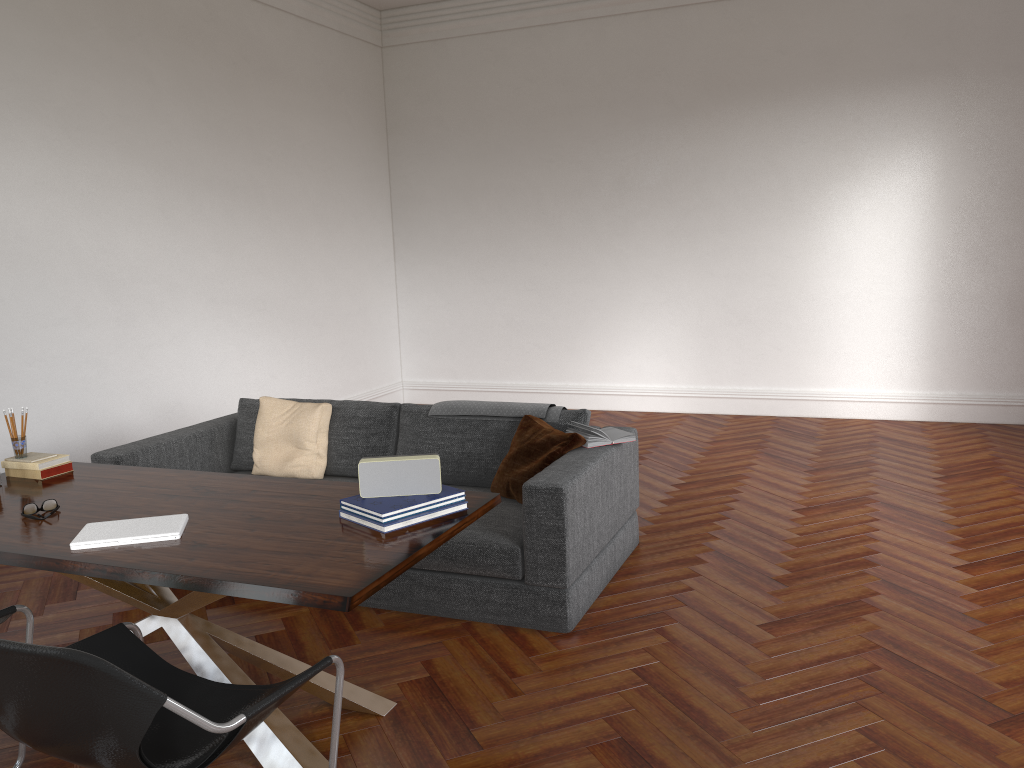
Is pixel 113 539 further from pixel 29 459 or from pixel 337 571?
pixel 29 459

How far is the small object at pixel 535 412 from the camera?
4.64m

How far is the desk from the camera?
2.5m

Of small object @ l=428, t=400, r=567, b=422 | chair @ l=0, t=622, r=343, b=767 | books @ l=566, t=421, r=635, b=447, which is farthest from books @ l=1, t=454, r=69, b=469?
books @ l=566, t=421, r=635, b=447

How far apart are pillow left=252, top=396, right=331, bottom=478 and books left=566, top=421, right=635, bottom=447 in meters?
1.5

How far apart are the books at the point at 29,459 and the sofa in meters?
0.8

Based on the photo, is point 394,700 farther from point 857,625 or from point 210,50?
point 210,50

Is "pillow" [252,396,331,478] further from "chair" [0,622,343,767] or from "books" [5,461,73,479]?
"chair" [0,622,343,767]

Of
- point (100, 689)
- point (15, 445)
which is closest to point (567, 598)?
point (100, 689)

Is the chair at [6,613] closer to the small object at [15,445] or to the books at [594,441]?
the small object at [15,445]
